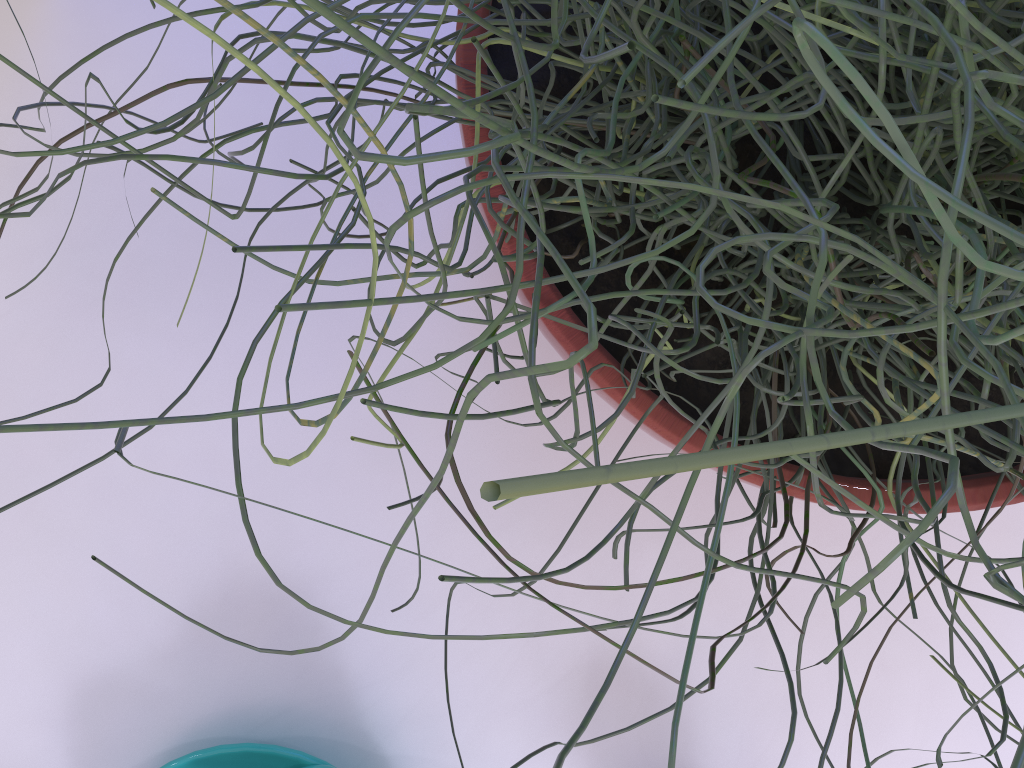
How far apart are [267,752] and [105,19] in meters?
0.3

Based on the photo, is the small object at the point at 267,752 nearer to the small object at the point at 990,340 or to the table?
the table

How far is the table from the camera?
0.3 meters

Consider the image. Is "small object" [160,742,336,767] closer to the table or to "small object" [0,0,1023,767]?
the table

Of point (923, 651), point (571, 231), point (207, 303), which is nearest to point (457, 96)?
point (571, 231)

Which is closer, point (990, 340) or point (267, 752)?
point (990, 340)

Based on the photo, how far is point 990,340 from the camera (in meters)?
0.10

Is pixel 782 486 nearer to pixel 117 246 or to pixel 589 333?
pixel 589 333

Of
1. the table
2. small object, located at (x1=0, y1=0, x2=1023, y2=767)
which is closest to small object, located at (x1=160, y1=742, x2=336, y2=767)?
the table

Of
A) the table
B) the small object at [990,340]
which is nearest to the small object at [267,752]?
the table
